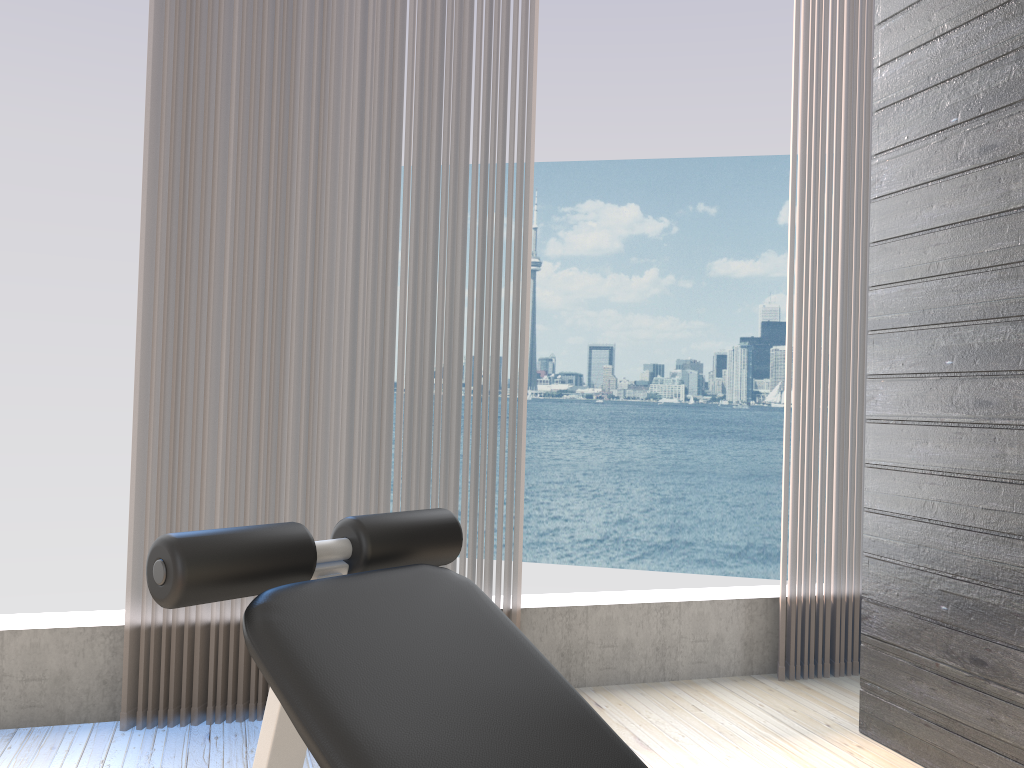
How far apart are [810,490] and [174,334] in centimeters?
208cm

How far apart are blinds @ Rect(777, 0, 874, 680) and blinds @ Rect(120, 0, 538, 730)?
0.9m

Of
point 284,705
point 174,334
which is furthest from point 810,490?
point 284,705

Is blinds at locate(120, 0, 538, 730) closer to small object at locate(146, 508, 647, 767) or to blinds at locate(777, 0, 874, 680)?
blinds at locate(777, 0, 874, 680)

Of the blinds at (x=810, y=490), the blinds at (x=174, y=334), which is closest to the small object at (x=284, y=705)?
the blinds at (x=174, y=334)

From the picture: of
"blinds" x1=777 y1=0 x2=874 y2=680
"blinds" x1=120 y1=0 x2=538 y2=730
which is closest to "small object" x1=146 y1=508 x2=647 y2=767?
"blinds" x1=120 y1=0 x2=538 y2=730

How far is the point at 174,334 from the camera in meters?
2.4 m

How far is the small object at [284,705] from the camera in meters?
0.9

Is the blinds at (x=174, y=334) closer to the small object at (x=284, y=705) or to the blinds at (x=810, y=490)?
the blinds at (x=810, y=490)

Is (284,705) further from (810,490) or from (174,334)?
(810,490)
